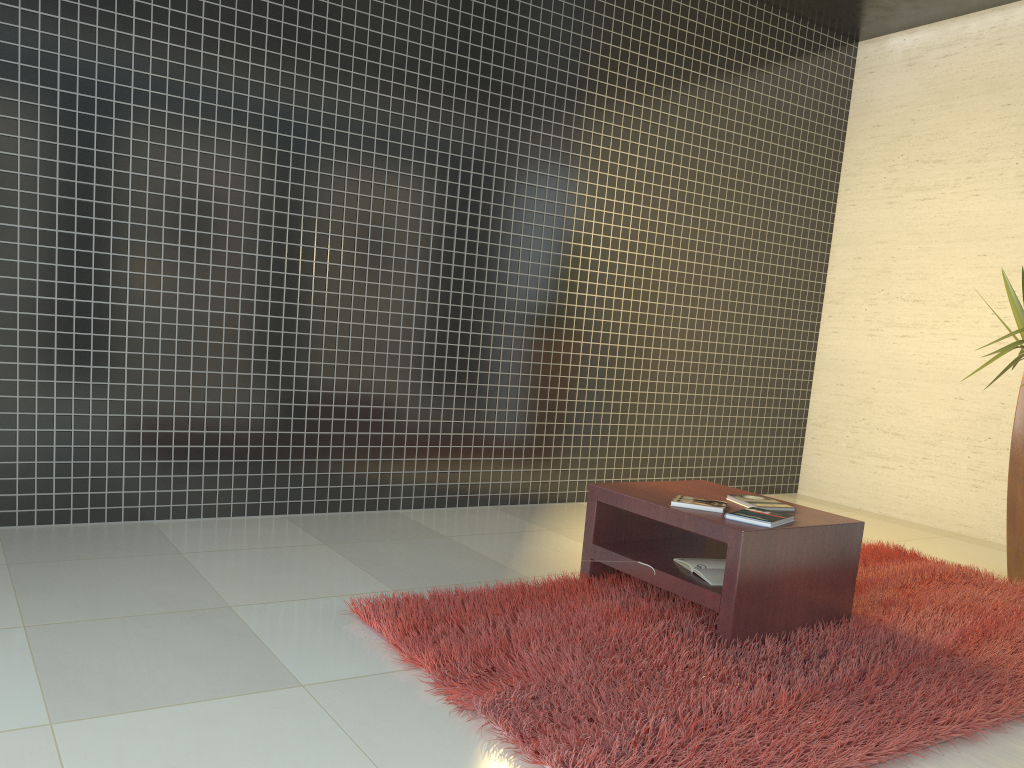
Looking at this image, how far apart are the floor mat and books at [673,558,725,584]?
0.13m

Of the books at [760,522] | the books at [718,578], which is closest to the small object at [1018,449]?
the books at [760,522]

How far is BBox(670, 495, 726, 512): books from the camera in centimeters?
323cm

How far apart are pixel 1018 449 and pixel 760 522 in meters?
2.1

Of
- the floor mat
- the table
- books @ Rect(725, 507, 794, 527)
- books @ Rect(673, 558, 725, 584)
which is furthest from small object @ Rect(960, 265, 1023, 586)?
books @ Rect(673, 558, 725, 584)

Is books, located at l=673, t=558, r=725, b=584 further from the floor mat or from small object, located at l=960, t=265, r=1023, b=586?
small object, located at l=960, t=265, r=1023, b=586

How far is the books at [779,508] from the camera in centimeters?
334cm

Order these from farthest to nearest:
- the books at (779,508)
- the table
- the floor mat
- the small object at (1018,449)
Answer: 1. the small object at (1018,449)
2. the books at (779,508)
3. the table
4. the floor mat

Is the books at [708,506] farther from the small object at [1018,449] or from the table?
the small object at [1018,449]

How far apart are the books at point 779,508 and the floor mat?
0.4m
